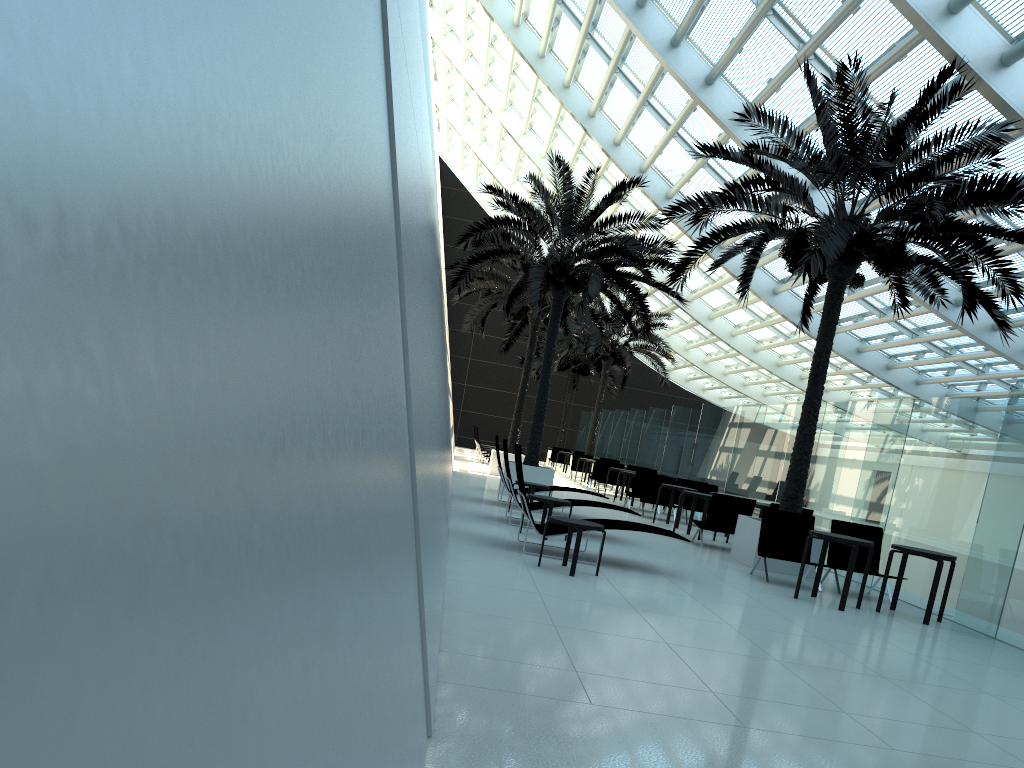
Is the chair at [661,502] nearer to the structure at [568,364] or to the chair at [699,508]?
the chair at [699,508]

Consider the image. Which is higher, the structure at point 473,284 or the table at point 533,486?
the structure at point 473,284

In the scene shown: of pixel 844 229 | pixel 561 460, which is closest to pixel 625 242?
pixel 844 229

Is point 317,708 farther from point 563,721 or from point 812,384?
point 812,384

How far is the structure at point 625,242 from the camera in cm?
1662

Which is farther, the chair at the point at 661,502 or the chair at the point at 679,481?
the chair at the point at 679,481

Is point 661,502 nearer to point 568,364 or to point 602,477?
point 602,477

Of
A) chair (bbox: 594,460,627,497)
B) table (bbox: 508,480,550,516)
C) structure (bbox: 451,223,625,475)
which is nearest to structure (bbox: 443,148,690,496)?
structure (bbox: 451,223,625,475)

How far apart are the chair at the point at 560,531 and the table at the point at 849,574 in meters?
1.5 m

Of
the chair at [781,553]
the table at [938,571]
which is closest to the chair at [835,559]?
the chair at [781,553]
